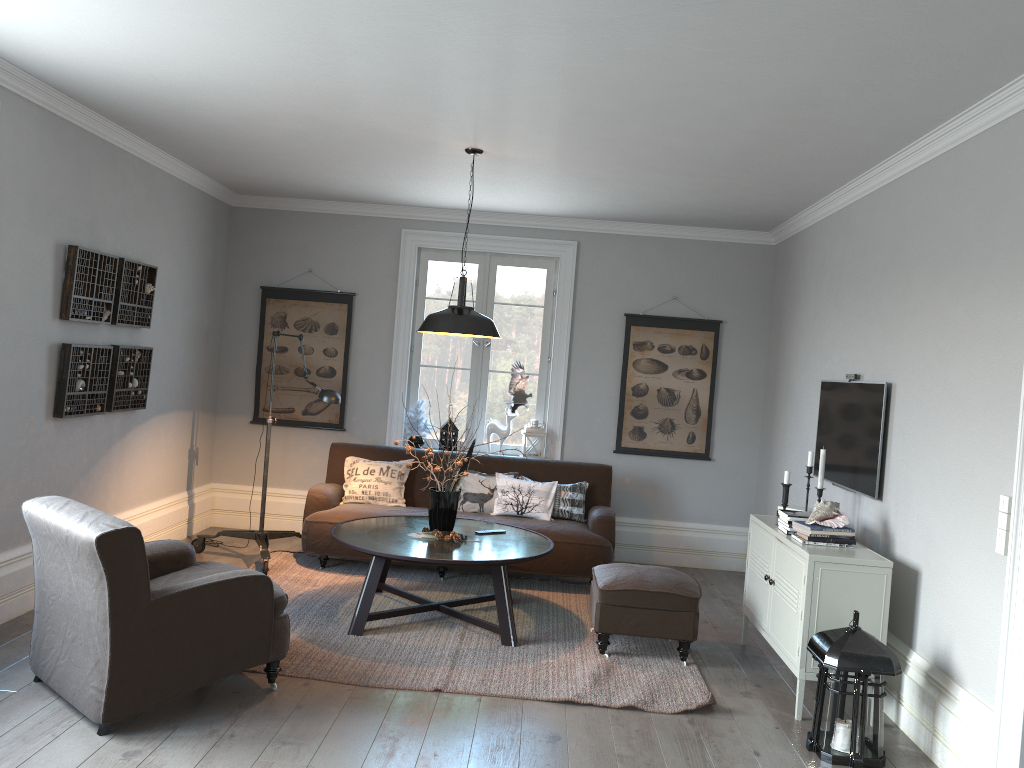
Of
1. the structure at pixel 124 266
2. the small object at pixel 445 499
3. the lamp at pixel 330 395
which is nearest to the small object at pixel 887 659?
the small object at pixel 445 499

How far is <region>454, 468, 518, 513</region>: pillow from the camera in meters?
6.4

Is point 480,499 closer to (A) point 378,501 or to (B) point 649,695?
(A) point 378,501

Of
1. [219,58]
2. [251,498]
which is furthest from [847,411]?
[251,498]

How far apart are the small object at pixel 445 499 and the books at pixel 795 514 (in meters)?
1.78

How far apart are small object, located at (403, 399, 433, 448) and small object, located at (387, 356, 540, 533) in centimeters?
185cm

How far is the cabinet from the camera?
4.0m

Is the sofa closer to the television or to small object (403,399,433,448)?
small object (403,399,433,448)

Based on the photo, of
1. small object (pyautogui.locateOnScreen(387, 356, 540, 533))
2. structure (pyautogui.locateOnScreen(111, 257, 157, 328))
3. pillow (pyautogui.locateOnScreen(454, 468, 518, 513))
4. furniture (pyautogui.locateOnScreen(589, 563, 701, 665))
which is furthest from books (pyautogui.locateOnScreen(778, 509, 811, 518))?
structure (pyautogui.locateOnScreen(111, 257, 157, 328))

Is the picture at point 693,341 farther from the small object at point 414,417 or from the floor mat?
the small object at point 414,417
